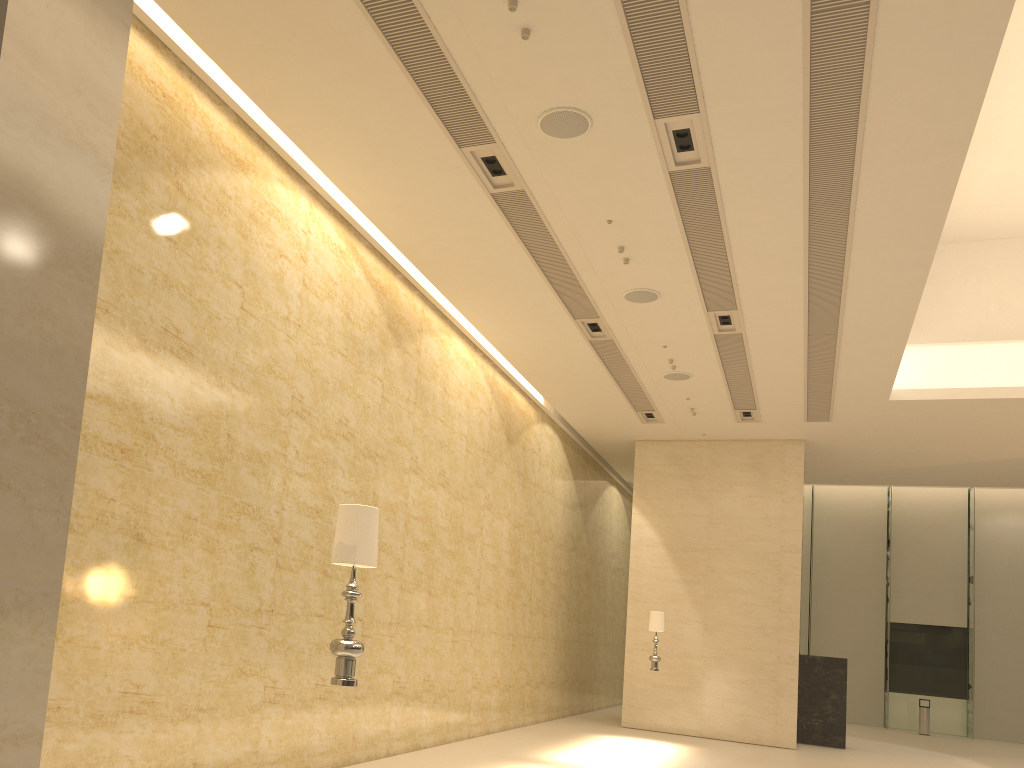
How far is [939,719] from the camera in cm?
2484

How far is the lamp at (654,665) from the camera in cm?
1488

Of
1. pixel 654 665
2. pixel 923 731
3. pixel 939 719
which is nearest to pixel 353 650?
pixel 654 665

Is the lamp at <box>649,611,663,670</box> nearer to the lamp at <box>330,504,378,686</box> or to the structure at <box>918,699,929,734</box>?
the lamp at <box>330,504,378,686</box>

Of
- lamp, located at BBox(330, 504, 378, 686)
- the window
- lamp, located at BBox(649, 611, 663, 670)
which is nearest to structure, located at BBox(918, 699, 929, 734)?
the window

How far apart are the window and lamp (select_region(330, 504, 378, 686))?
24.91m

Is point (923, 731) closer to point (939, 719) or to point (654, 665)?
point (939, 719)

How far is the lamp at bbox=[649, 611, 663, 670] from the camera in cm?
1488

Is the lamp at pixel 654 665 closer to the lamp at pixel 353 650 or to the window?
the lamp at pixel 353 650

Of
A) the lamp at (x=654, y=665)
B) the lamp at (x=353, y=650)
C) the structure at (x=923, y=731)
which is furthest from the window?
the lamp at (x=353, y=650)
